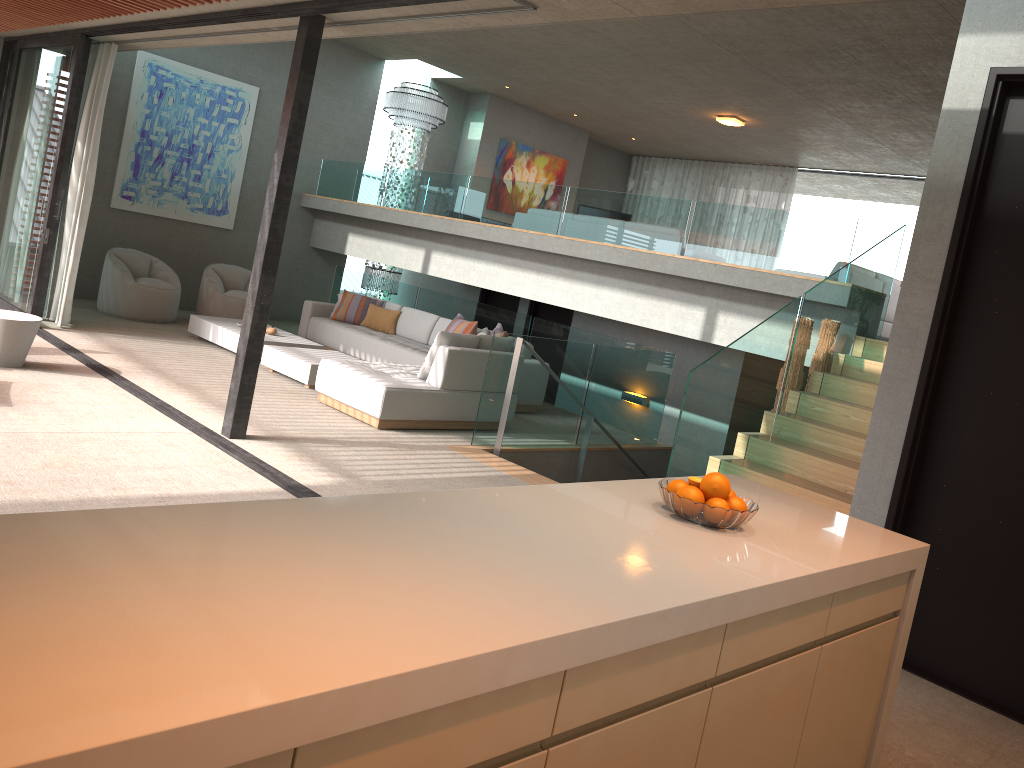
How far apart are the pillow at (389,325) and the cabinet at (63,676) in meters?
8.0 m

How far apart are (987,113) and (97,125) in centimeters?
798cm

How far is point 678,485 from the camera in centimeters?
283cm

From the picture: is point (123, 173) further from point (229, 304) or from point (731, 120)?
point (731, 120)

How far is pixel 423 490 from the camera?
5.85m

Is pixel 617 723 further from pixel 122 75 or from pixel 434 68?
pixel 434 68

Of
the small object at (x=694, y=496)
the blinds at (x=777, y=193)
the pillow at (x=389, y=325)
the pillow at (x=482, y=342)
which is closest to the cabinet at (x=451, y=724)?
the small object at (x=694, y=496)

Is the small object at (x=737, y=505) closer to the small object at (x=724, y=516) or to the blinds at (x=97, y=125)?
the small object at (x=724, y=516)

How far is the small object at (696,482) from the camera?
2.8 meters

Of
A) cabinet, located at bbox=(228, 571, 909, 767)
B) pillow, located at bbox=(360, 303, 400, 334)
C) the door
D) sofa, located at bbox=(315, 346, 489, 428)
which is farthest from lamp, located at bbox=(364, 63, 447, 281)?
cabinet, located at bbox=(228, 571, 909, 767)
